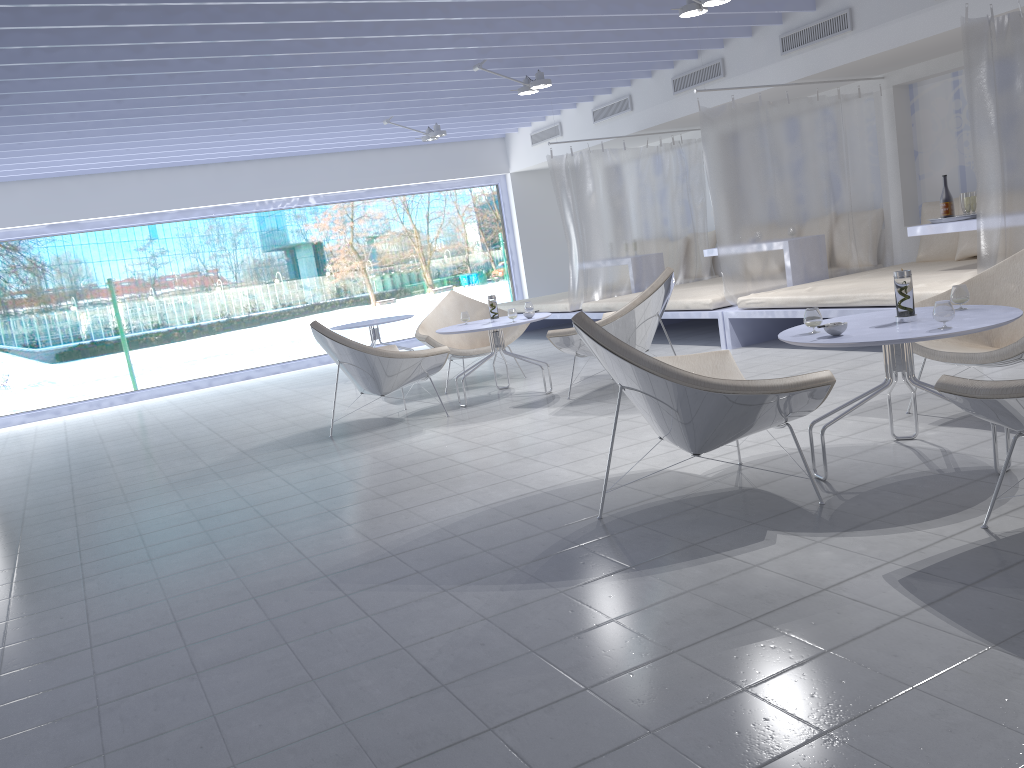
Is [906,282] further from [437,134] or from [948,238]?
[437,134]

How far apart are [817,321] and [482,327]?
2.95m

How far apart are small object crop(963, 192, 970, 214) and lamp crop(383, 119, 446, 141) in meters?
4.9 m

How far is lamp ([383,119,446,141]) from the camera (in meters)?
8.78

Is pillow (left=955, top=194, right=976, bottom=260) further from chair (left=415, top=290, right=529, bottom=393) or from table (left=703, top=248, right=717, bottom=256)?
chair (left=415, top=290, right=529, bottom=393)

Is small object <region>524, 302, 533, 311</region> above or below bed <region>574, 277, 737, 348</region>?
above

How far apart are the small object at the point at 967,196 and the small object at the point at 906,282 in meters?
3.3

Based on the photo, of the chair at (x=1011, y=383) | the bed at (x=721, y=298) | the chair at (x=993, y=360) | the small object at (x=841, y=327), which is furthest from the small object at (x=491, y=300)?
the chair at (x=1011, y=383)

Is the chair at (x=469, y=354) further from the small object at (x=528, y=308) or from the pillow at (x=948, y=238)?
the pillow at (x=948, y=238)

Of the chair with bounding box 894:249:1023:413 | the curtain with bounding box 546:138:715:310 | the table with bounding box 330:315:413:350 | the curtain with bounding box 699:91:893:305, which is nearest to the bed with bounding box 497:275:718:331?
the curtain with bounding box 546:138:715:310
